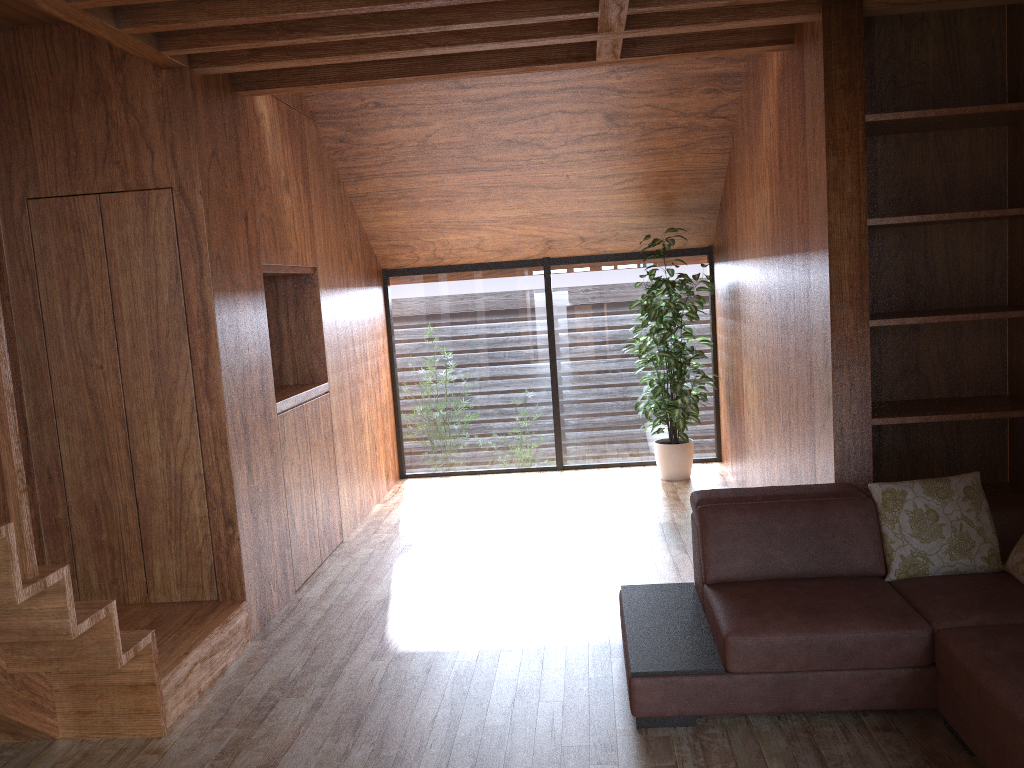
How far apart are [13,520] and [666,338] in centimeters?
413cm

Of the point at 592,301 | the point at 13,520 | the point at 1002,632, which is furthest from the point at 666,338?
the point at 13,520

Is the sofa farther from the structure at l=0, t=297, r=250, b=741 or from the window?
the window

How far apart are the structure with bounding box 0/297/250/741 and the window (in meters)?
3.03

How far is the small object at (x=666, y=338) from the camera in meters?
5.7

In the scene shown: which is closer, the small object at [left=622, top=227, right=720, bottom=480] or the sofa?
the sofa

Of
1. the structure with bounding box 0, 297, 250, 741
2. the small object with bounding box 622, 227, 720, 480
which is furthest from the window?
the structure with bounding box 0, 297, 250, 741

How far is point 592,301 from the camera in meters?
6.4

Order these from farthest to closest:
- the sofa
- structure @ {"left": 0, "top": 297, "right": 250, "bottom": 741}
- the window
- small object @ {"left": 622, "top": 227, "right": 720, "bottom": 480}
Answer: the window < small object @ {"left": 622, "top": 227, "right": 720, "bottom": 480} < the sofa < structure @ {"left": 0, "top": 297, "right": 250, "bottom": 741}

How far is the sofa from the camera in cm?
249
